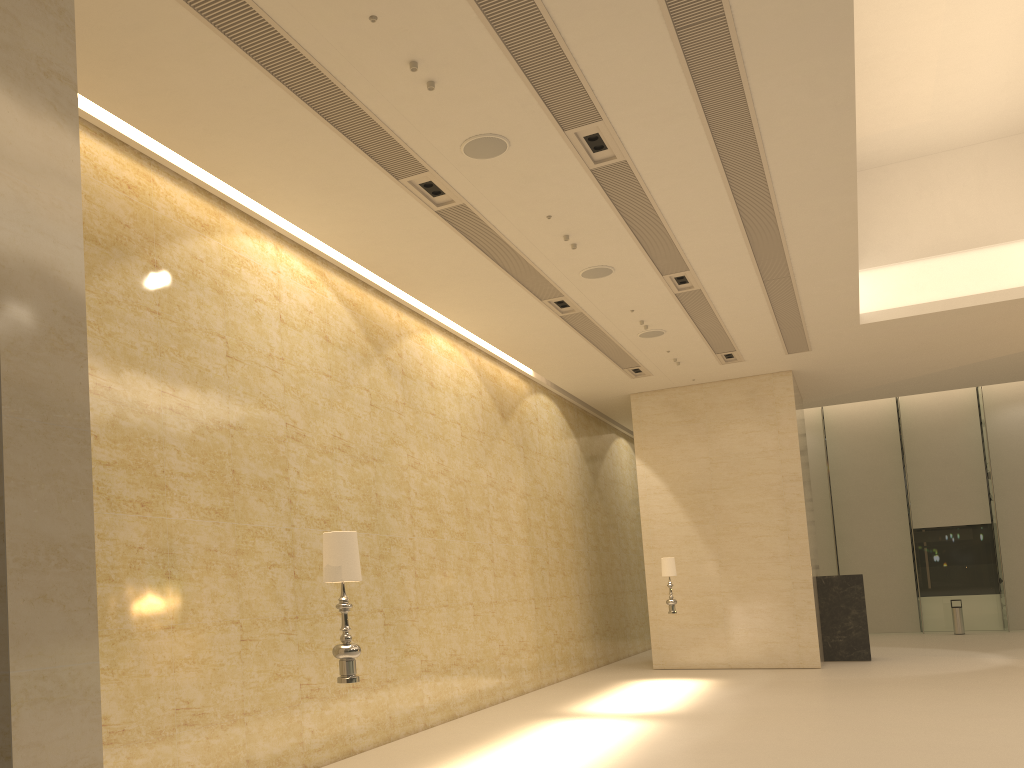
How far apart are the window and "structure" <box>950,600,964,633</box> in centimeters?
160cm

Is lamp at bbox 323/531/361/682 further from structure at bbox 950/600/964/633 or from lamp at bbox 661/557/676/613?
structure at bbox 950/600/964/633

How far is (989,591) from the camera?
25.64m

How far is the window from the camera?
25.6m

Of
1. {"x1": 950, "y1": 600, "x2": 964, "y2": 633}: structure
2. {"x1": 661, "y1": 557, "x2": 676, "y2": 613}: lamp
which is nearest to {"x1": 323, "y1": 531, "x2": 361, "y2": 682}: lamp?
{"x1": 661, "y1": 557, "x2": 676, "y2": 613}: lamp

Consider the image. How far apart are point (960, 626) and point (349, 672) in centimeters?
2362cm

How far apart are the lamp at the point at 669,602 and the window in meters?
14.3

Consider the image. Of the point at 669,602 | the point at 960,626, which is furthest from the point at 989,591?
the point at 669,602

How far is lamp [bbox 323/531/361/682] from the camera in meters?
5.6

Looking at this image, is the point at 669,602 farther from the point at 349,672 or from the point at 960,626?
the point at 960,626
